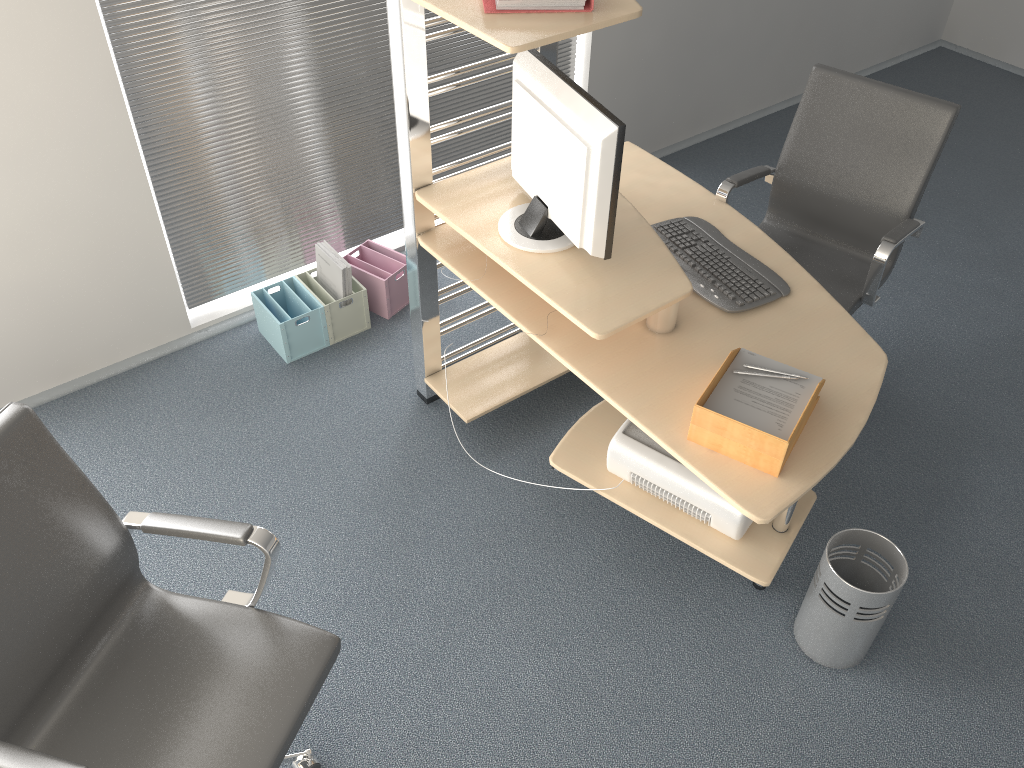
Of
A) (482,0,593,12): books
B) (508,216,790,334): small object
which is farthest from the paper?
(482,0,593,12): books

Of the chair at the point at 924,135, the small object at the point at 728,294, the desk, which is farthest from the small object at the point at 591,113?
the chair at the point at 924,135

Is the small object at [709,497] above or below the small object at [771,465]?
below

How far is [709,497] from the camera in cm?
240

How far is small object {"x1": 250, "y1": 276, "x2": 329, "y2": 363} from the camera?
3.3 meters

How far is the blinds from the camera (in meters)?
2.93

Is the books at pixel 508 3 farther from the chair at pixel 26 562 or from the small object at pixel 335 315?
the small object at pixel 335 315

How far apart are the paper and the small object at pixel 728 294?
0.25m

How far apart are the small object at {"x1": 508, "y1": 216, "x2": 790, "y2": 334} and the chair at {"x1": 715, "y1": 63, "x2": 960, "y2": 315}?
0.18m

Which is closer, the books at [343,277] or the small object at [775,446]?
the small object at [775,446]
